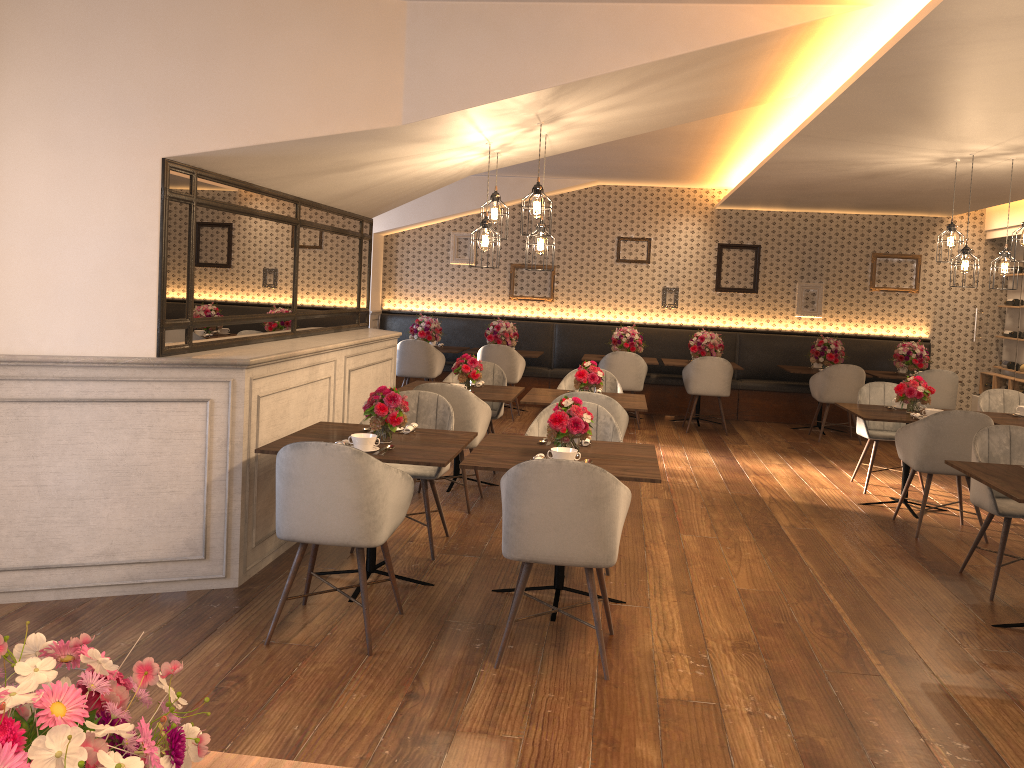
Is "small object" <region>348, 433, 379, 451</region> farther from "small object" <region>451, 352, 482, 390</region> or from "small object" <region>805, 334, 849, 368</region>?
"small object" <region>805, 334, 849, 368</region>

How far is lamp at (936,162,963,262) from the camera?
6.70m

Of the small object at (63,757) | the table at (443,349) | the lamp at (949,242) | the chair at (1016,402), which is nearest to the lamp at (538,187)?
the lamp at (949,242)

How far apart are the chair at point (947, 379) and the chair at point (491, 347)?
4.3 meters

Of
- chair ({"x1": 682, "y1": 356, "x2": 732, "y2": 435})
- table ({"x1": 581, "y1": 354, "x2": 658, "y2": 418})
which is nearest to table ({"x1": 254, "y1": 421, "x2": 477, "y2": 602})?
chair ({"x1": 682, "y1": 356, "x2": 732, "y2": 435})

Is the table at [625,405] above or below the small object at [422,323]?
below

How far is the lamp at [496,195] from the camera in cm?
559

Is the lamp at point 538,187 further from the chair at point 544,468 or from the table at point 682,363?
the table at point 682,363

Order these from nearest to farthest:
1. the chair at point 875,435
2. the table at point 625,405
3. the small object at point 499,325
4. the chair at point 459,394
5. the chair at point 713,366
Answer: the chair at point 459,394, the table at point 625,405, the chair at point 875,435, the chair at point 713,366, the small object at point 499,325

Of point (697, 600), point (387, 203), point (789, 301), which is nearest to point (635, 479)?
point (697, 600)
